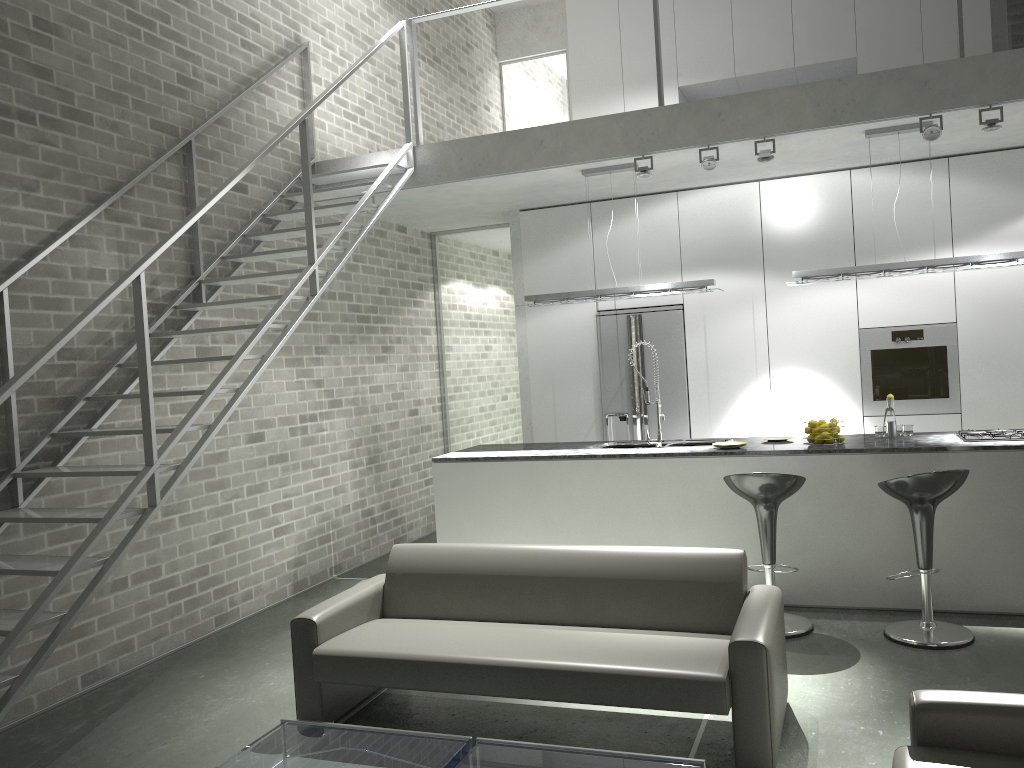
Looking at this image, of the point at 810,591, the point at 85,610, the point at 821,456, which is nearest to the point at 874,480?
the point at 821,456

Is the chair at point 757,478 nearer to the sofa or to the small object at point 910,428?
the sofa

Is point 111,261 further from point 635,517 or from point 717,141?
point 717,141

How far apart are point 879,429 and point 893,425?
0.1m

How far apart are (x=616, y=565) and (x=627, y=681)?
0.80m

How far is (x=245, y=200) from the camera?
6.2 meters

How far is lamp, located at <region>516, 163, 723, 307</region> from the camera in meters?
6.3

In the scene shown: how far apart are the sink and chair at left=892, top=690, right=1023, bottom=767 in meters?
3.4

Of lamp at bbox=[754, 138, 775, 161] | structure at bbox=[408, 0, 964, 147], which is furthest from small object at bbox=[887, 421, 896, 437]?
structure at bbox=[408, 0, 964, 147]

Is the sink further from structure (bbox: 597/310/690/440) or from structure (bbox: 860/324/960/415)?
structure (bbox: 860/324/960/415)
